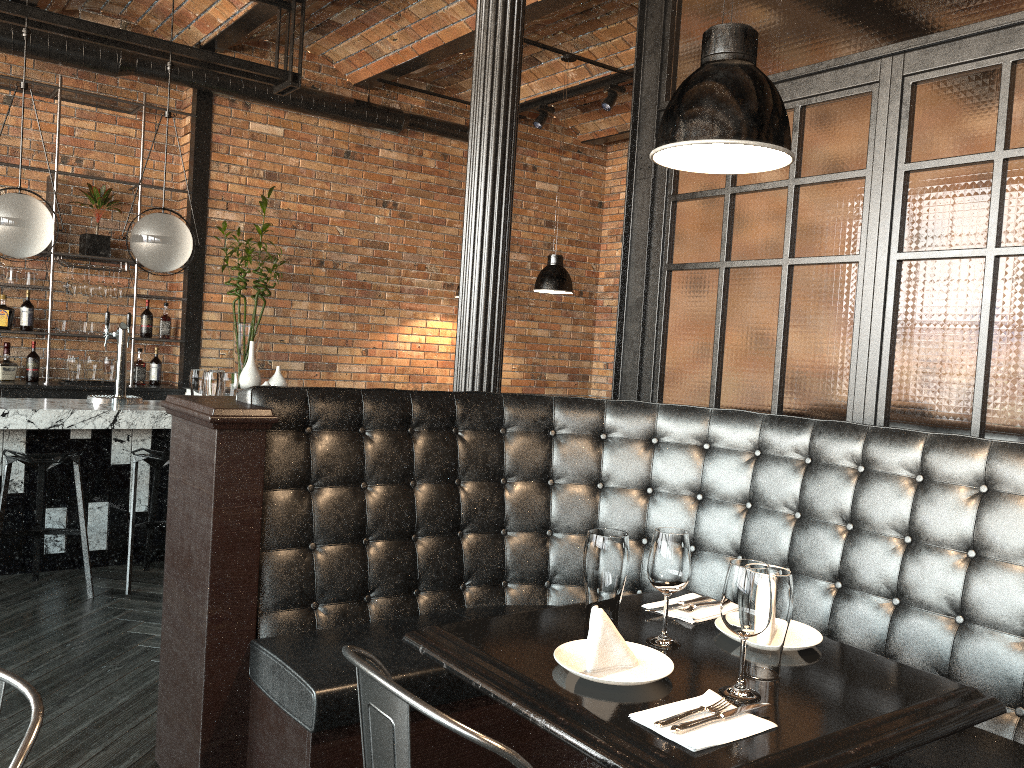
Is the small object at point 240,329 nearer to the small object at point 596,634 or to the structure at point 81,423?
the structure at point 81,423

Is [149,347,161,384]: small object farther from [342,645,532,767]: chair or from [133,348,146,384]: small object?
[342,645,532,767]: chair

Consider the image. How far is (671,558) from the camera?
1.85m

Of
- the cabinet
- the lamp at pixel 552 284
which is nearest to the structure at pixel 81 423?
the cabinet

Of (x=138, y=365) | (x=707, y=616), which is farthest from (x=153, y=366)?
(x=707, y=616)

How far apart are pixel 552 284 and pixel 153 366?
3.2m

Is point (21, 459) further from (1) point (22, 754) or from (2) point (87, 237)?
(1) point (22, 754)

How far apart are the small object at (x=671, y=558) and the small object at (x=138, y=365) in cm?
581

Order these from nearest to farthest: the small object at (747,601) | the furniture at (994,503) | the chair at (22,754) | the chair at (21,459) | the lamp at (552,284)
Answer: the chair at (22,754) < the small object at (747,601) < the furniture at (994,503) < the chair at (21,459) < the lamp at (552,284)

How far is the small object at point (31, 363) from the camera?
6.3 meters
